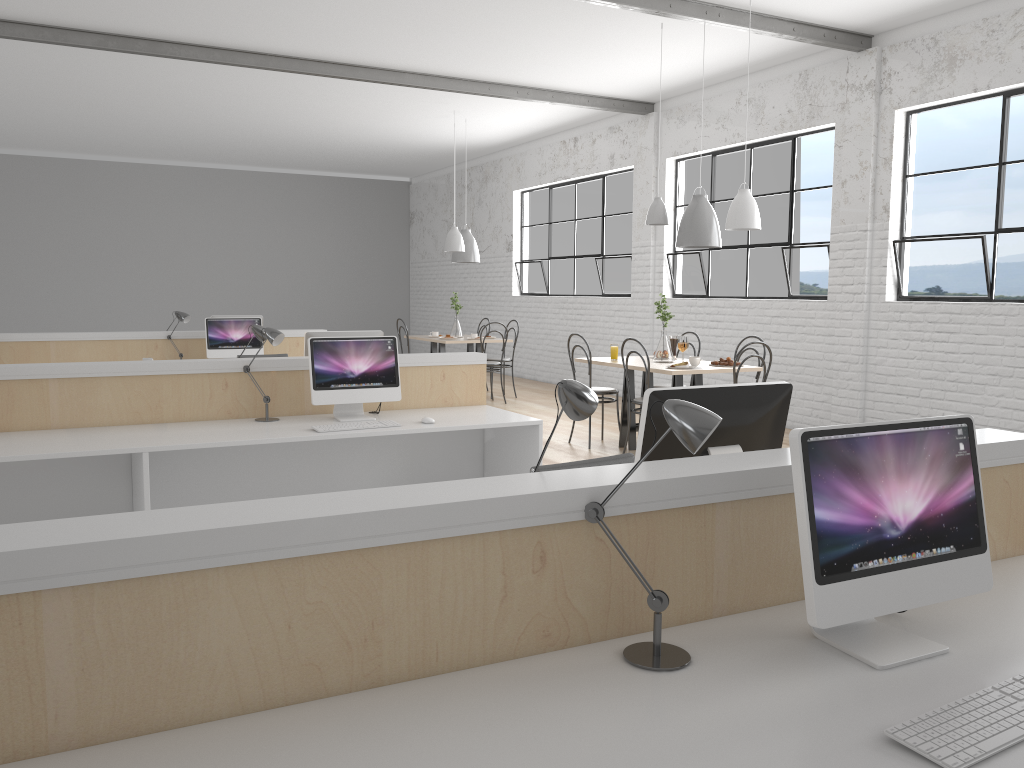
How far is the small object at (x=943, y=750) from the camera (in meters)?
1.09

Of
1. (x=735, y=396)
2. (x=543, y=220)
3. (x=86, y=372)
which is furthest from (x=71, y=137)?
(x=735, y=396)

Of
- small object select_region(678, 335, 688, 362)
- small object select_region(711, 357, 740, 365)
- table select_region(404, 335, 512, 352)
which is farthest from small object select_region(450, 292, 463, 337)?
small object select_region(711, 357, 740, 365)

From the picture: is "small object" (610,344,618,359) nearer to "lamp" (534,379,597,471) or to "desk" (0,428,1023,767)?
"desk" (0,428,1023,767)

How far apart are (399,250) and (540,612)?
11.5 meters

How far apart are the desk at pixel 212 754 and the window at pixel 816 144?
4.15m

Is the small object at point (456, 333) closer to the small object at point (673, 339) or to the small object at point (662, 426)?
the small object at point (673, 339)

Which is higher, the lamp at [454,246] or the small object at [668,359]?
the lamp at [454,246]

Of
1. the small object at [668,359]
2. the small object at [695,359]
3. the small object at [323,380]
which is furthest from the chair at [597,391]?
the small object at [323,380]

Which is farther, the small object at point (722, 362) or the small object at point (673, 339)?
the small object at point (673, 339)
